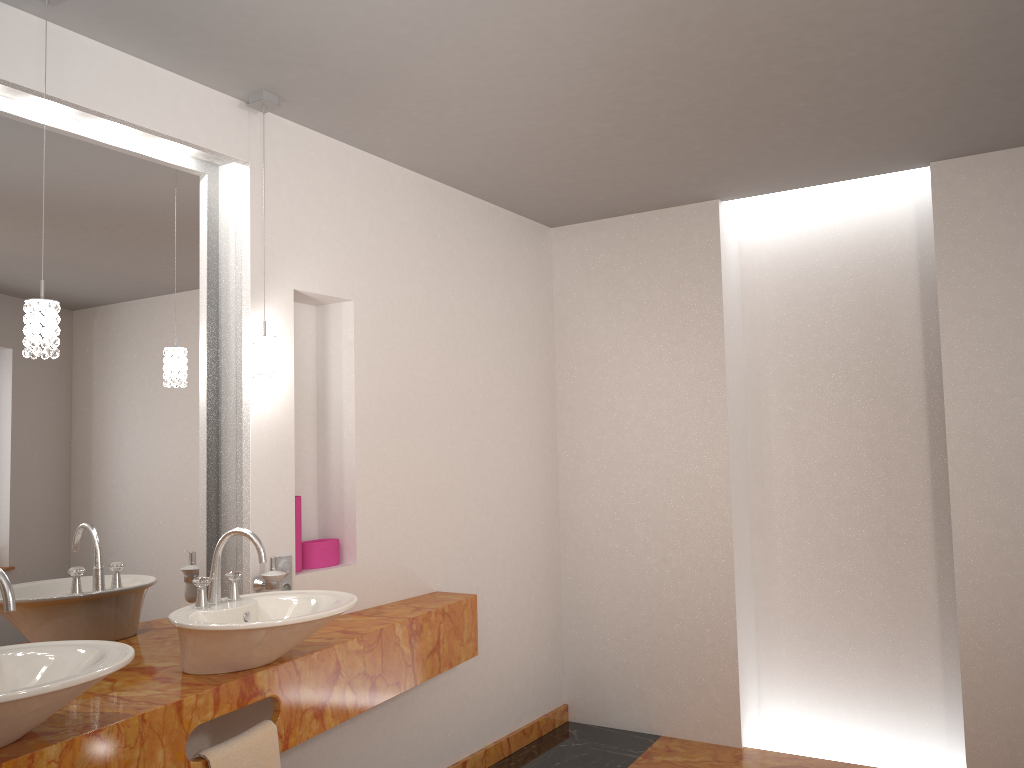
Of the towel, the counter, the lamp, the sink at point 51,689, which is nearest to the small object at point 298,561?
the counter

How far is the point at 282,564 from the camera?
2.87m

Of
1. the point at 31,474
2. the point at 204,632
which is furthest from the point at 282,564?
the point at 31,474

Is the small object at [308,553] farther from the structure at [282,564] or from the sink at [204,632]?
the sink at [204,632]

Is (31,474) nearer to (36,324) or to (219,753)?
(36,324)

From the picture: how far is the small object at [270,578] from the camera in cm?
274

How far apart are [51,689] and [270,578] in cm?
114

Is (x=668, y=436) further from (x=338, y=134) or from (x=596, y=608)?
(x=338, y=134)

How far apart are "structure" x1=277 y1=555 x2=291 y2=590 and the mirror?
0.2 meters

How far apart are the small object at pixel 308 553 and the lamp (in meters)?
0.68
